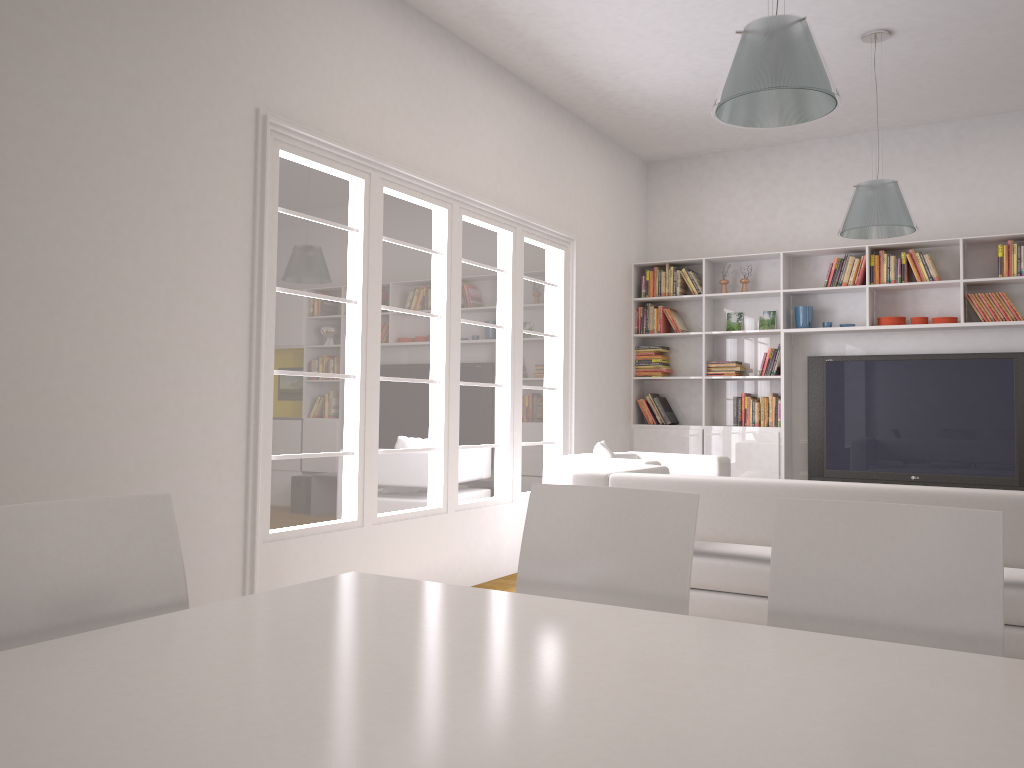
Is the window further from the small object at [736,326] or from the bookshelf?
the small object at [736,326]

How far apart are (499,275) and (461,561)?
2.0 meters

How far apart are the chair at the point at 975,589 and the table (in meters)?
0.37

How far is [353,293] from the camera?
4.8m

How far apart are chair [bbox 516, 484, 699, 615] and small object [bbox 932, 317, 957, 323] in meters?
5.4

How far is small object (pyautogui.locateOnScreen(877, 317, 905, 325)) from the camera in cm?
697

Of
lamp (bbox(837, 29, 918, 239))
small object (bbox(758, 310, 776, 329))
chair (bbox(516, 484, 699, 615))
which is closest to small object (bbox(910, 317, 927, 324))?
small object (bbox(758, 310, 776, 329))

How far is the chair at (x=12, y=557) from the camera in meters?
1.7 m

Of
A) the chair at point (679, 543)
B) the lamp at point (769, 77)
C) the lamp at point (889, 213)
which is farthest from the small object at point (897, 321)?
the chair at point (679, 543)

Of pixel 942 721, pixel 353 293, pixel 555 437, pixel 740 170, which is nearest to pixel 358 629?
pixel 942 721
